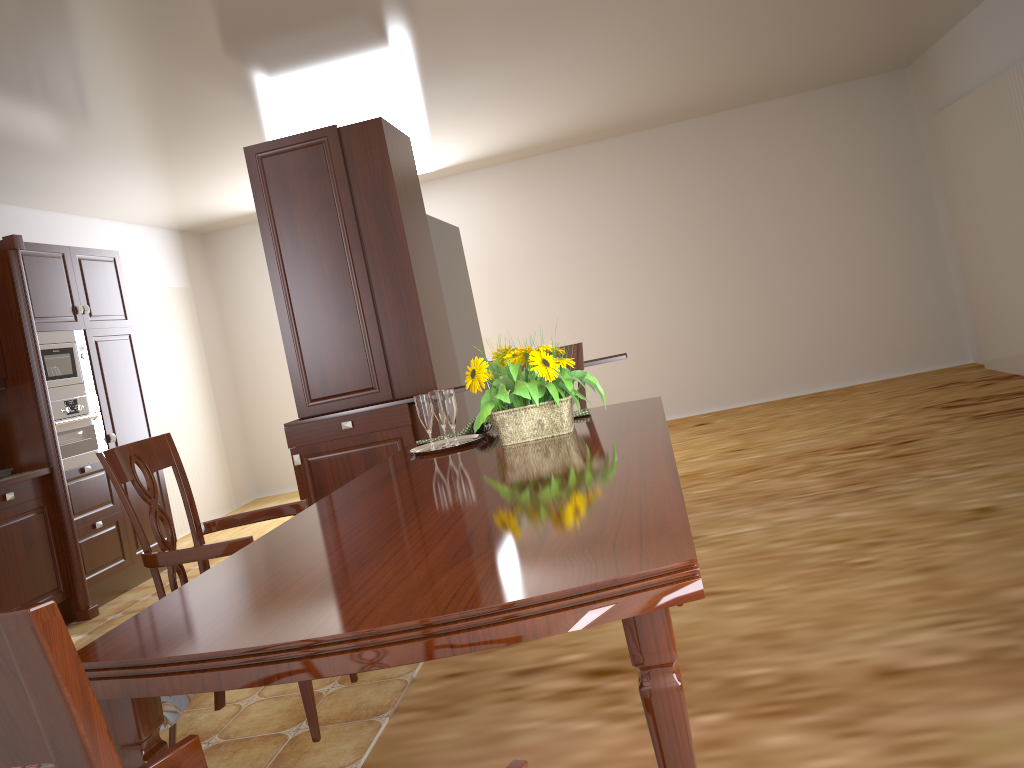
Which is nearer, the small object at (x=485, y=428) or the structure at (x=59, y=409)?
the small object at (x=485, y=428)

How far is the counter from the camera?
4.3m

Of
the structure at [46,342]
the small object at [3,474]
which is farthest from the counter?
the structure at [46,342]

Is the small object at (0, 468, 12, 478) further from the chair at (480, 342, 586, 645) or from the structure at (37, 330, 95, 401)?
the chair at (480, 342, 586, 645)

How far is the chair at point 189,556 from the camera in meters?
2.0 m

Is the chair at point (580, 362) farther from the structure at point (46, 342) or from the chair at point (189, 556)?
the structure at point (46, 342)

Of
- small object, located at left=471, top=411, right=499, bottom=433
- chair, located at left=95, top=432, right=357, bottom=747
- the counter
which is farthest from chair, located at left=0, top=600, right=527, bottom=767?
the counter

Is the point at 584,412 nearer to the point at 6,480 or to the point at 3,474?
the point at 6,480

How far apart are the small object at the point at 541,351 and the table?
0.02m

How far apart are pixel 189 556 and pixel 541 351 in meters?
0.9 m
